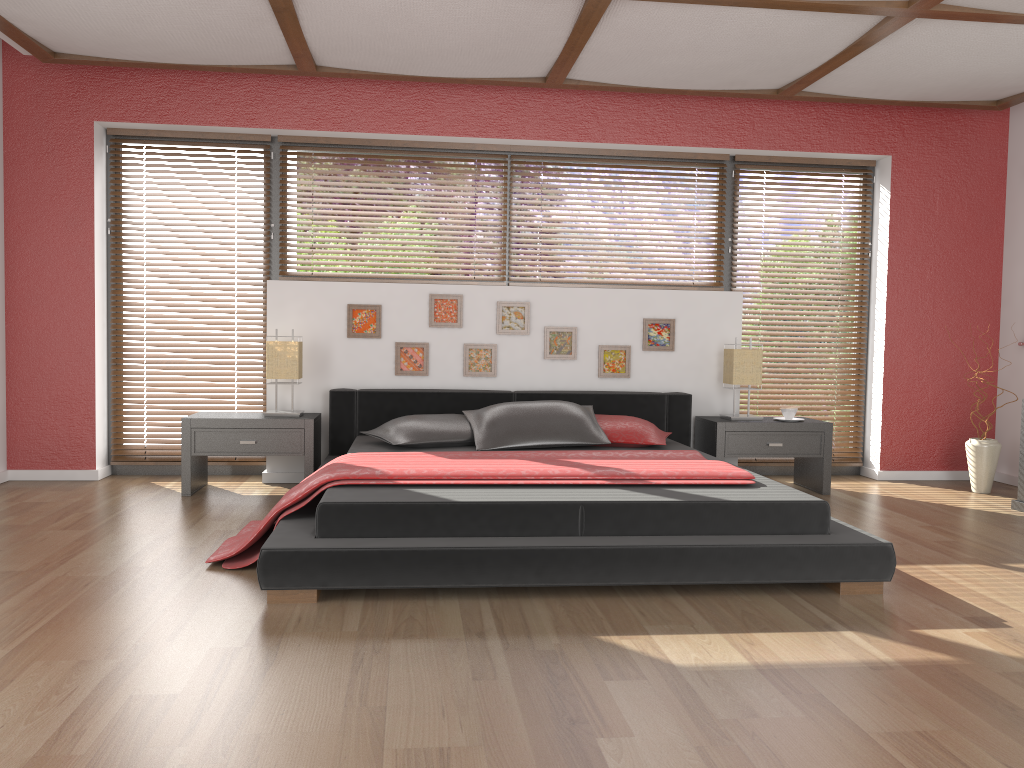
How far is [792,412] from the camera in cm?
524

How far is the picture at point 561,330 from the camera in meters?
5.4

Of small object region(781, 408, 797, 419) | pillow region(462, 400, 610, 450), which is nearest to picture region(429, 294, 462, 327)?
pillow region(462, 400, 610, 450)

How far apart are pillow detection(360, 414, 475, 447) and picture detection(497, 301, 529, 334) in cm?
78

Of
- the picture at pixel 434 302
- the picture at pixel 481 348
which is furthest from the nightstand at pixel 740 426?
the picture at pixel 434 302

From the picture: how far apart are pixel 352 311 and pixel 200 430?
1.11m

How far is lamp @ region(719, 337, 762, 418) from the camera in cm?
524

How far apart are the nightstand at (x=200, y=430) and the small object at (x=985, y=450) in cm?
387

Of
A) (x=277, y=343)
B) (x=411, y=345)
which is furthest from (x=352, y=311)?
(x=277, y=343)

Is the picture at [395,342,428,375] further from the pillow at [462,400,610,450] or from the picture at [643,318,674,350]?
the picture at [643,318,674,350]
